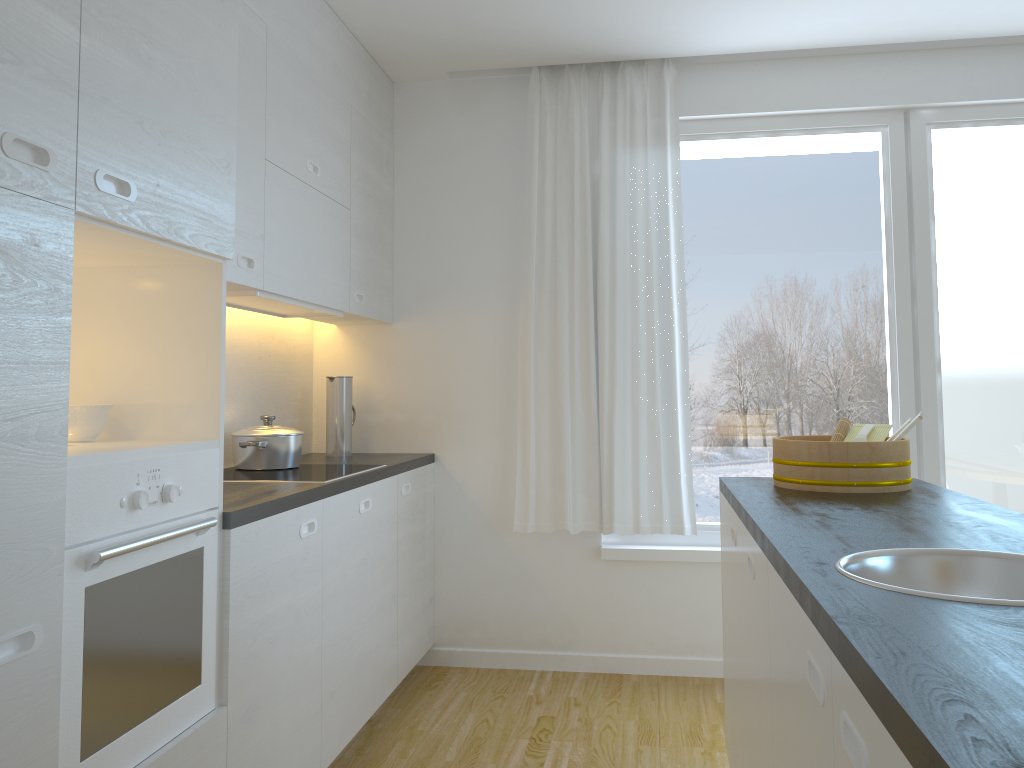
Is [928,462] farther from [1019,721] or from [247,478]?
[1019,721]

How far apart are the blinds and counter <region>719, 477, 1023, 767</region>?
1.0 meters

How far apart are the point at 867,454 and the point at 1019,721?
1.7m

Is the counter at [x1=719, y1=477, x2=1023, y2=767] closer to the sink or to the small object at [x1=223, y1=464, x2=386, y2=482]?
the sink

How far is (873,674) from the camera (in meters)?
0.89

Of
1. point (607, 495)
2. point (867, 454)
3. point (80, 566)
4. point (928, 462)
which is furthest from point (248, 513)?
point (928, 462)

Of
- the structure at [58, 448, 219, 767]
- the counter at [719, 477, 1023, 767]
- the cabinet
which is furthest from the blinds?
the structure at [58, 448, 219, 767]

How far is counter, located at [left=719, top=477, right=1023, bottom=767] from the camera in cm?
75

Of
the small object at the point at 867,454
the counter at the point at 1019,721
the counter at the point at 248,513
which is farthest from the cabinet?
the small object at the point at 867,454

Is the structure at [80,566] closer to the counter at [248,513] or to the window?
the counter at [248,513]
